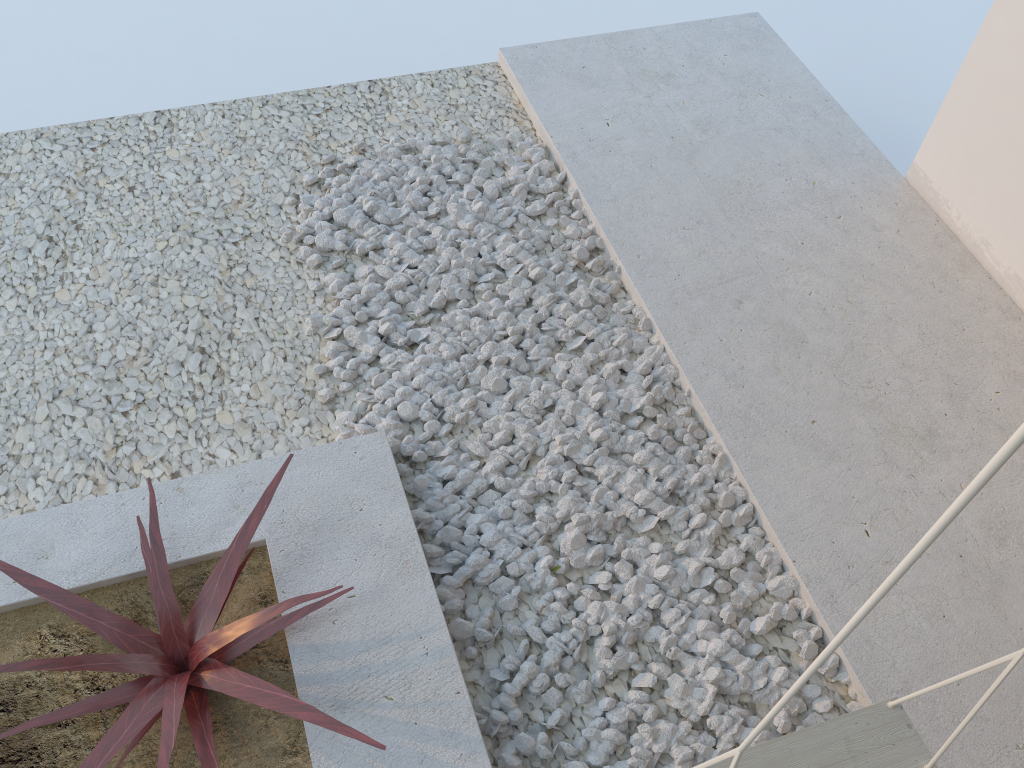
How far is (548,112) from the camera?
3.14m

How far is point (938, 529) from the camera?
0.6 meters

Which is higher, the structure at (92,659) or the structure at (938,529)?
the structure at (938,529)

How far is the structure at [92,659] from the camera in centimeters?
165cm

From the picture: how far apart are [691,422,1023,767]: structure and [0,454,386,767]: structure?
0.6 meters

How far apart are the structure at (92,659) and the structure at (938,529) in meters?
0.6

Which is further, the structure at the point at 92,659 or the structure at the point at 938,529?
the structure at the point at 92,659

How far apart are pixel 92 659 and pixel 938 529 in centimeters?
154cm

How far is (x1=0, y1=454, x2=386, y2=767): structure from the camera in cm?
165
